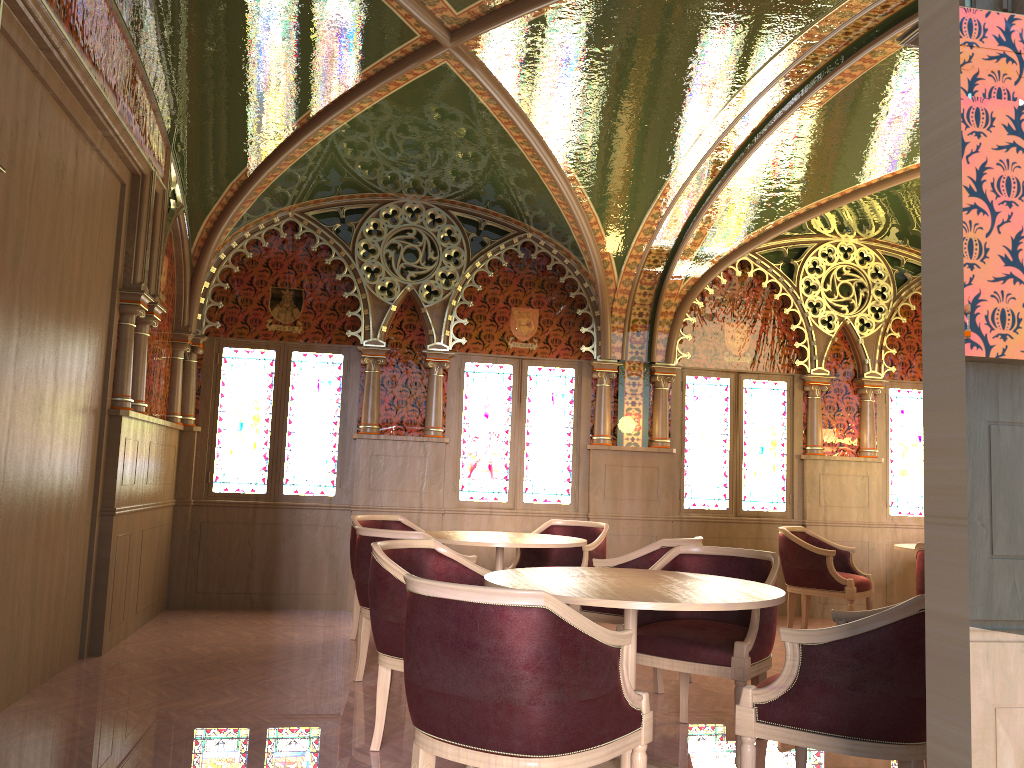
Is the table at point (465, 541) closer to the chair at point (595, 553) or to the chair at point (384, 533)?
the chair at point (384, 533)

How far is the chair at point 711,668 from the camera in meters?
3.7 m

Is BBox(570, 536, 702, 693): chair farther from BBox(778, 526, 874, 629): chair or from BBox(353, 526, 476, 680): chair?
BBox(778, 526, 874, 629): chair

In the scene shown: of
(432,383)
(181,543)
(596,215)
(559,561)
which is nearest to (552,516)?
(559,561)

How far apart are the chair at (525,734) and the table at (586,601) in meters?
0.2

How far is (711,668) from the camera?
3.7 meters

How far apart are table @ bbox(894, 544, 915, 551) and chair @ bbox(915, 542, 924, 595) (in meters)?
0.65

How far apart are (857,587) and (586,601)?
4.6m

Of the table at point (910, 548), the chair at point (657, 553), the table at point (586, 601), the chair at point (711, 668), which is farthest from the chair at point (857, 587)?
the table at point (586, 601)

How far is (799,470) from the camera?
8.35m
